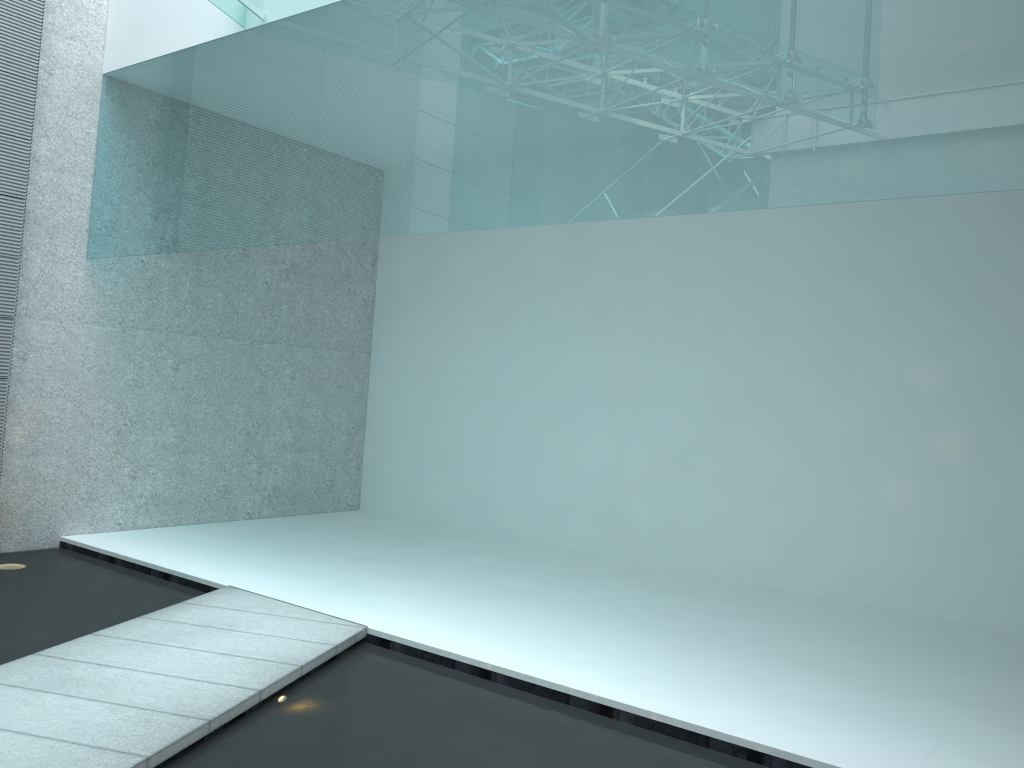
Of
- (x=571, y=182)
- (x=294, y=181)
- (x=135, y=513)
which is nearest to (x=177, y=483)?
(x=135, y=513)

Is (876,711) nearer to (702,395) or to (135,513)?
(702,395)
